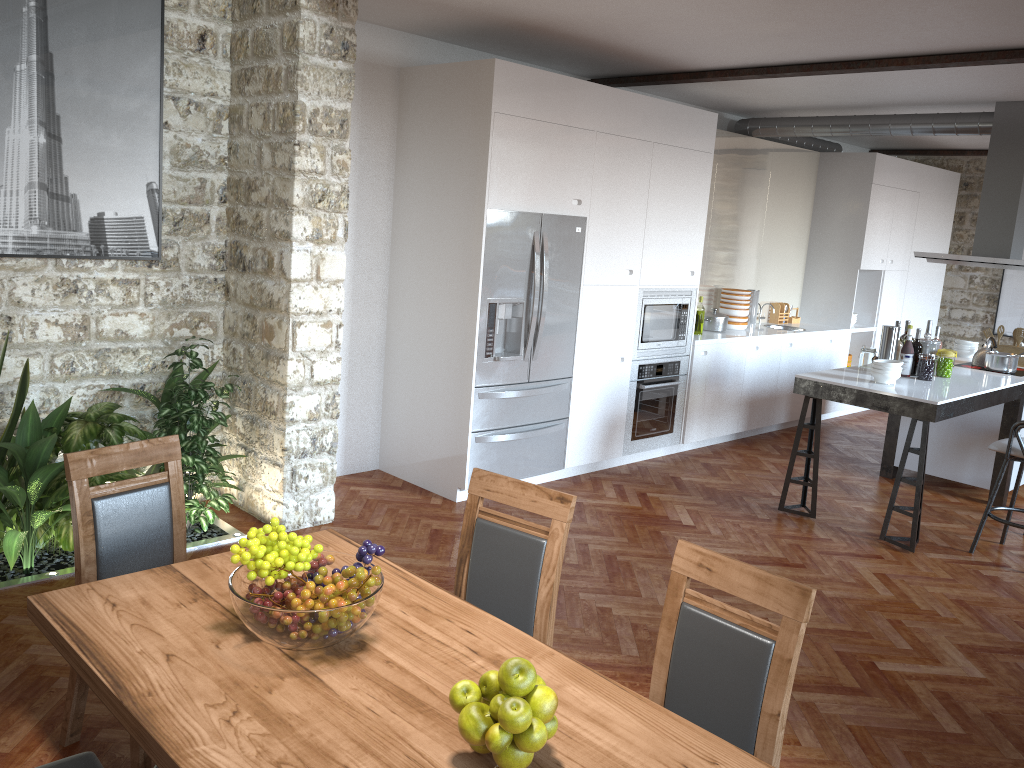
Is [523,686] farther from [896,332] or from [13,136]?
[896,332]

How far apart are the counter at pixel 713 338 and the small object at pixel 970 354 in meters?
1.3 m

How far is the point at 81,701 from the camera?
2.87m

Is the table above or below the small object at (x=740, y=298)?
below

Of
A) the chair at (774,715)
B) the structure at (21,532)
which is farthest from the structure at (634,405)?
the chair at (774,715)

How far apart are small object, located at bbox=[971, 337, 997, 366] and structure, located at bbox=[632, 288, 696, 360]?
2.2m

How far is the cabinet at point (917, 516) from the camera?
5.3m

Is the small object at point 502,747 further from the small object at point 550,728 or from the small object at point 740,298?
the small object at point 740,298

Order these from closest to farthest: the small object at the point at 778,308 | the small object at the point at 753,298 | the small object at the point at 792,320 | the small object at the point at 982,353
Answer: the small object at the point at 982,353
the small object at the point at 753,298
the small object at the point at 778,308
the small object at the point at 792,320

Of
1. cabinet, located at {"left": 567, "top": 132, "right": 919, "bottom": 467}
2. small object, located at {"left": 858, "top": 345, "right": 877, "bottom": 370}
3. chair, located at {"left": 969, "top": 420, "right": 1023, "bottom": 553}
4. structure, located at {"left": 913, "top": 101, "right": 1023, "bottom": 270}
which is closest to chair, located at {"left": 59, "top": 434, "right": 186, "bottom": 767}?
cabinet, located at {"left": 567, "top": 132, "right": 919, "bottom": 467}
